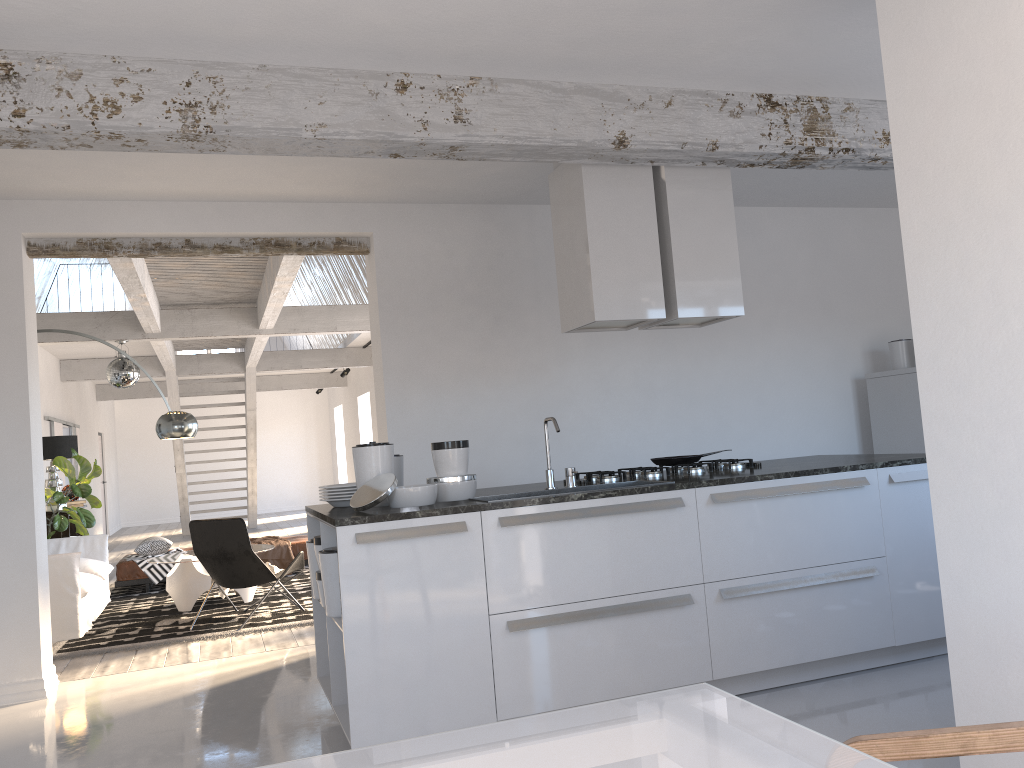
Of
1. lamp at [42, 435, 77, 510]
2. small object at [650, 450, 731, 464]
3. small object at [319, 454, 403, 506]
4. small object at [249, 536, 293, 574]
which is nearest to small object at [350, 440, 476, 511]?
small object at [319, 454, 403, 506]

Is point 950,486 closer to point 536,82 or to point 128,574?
point 536,82

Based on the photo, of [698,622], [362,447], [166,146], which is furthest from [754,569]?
[166,146]

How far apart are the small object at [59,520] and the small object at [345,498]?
6.0m

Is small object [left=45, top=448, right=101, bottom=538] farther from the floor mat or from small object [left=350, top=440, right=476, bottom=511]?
small object [left=350, top=440, right=476, bottom=511]

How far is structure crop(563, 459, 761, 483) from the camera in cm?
456

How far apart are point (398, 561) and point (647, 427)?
3.3 meters

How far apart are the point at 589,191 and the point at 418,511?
1.96m

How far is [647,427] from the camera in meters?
6.5

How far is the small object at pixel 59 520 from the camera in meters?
9.1 m
